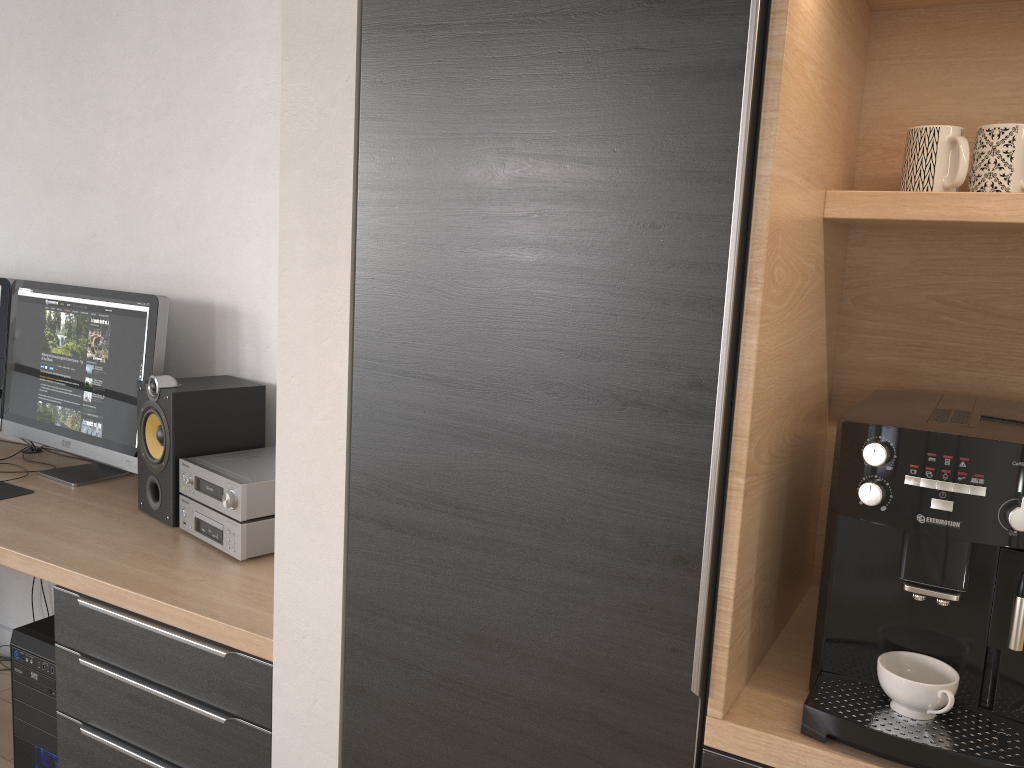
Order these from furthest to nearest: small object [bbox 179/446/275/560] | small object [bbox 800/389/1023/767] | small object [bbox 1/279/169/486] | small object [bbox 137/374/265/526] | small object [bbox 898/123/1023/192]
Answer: small object [bbox 1/279/169/486] < small object [bbox 137/374/265/526] < small object [bbox 179/446/275/560] < small object [bbox 898/123/1023/192] < small object [bbox 800/389/1023/767]

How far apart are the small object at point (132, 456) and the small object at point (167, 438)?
0.09m

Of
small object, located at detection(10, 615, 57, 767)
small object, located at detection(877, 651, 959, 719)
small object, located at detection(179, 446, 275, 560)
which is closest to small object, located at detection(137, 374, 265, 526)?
small object, located at detection(179, 446, 275, 560)

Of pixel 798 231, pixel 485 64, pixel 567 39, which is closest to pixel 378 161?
pixel 485 64

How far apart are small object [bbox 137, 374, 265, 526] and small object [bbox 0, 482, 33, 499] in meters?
0.4

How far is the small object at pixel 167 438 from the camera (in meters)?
2.08

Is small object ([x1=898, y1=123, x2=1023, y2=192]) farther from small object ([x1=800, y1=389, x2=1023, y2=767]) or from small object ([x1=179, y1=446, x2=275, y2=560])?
small object ([x1=179, y1=446, x2=275, y2=560])

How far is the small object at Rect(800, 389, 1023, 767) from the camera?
1.07m

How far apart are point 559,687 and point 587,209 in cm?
67

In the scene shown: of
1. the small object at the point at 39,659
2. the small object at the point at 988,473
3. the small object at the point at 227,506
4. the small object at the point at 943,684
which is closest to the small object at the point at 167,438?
the small object at the point at 227,506
